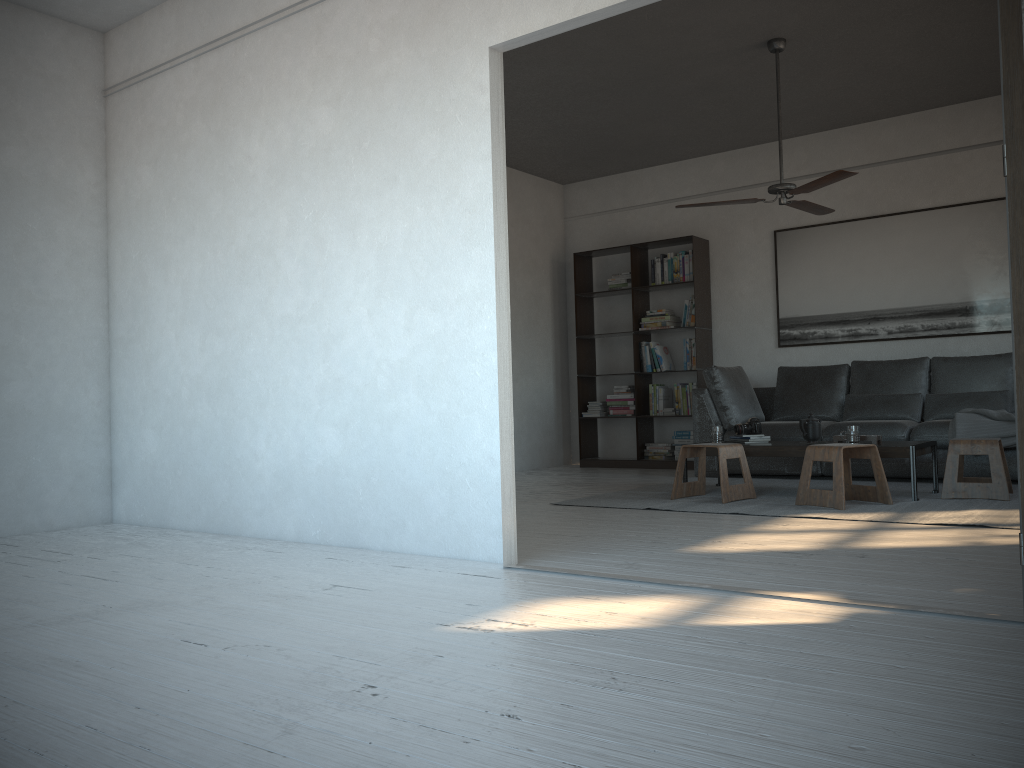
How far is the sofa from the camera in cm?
625

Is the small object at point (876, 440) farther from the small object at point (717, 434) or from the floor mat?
the small object at point (717, 434)

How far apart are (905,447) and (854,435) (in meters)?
0.31

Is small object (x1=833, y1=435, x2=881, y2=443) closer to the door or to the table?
the table

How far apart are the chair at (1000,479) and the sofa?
0.6 meters

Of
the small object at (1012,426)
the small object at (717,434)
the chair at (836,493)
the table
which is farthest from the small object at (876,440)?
the small object at (1012,426)

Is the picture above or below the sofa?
above

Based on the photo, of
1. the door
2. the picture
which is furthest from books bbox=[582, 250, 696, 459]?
the door

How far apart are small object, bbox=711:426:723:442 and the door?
3.7m

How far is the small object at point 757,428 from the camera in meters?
5.9
